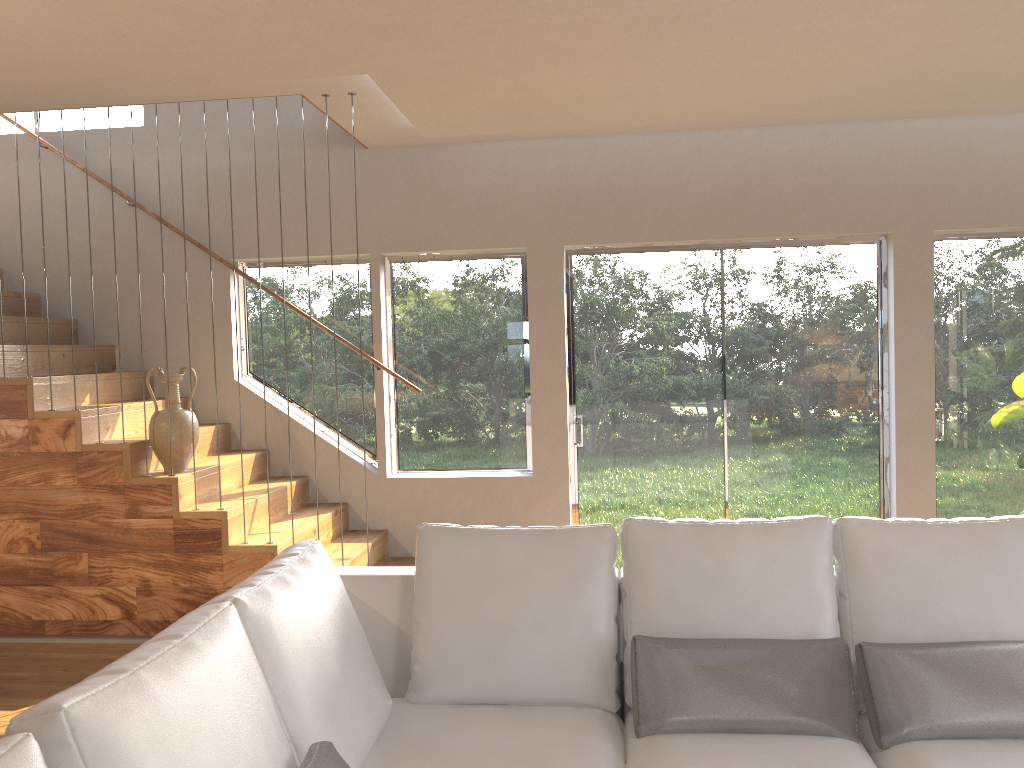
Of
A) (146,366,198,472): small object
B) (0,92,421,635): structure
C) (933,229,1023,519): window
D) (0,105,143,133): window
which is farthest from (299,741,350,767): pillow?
(0,105,143,133): window

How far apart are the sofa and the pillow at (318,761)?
0.04m

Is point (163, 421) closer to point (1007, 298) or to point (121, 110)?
point (121, 110)

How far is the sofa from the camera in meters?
1.6

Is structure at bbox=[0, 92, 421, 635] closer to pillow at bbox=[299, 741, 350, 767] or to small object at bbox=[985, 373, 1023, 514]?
pillow at bbox=[299, 741, 350, 767]

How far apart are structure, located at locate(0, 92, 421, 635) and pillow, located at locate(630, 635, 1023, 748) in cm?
228

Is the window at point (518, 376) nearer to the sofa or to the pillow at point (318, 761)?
the sofa

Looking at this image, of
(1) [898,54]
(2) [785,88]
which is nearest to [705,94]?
(2) [785,88]

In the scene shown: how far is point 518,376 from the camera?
5.77m

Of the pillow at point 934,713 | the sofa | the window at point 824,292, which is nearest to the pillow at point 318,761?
the sofa
